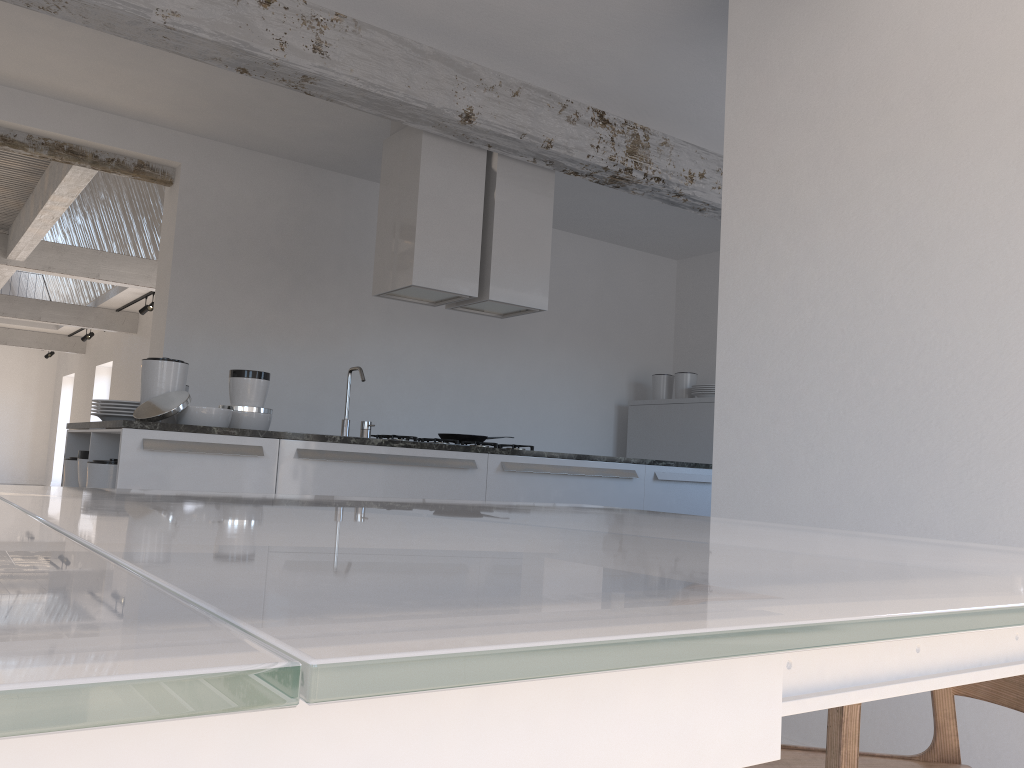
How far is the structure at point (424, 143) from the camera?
4.7 meters

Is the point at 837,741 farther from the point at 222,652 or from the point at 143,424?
the point at 143,424

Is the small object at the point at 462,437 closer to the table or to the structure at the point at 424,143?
the structure at the point at 424,143

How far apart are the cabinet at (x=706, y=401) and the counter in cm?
265

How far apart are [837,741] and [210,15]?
3.7m

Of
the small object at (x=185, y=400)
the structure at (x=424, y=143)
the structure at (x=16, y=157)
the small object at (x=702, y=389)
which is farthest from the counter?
the small object at (x=702, y=389)

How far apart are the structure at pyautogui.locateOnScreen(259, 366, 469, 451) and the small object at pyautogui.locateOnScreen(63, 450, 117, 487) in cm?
105

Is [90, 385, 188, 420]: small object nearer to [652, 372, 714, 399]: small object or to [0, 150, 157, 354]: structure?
[0, 150, 157, 354]: structure

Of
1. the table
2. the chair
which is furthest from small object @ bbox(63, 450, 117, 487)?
the chair

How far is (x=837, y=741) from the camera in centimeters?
95cm
